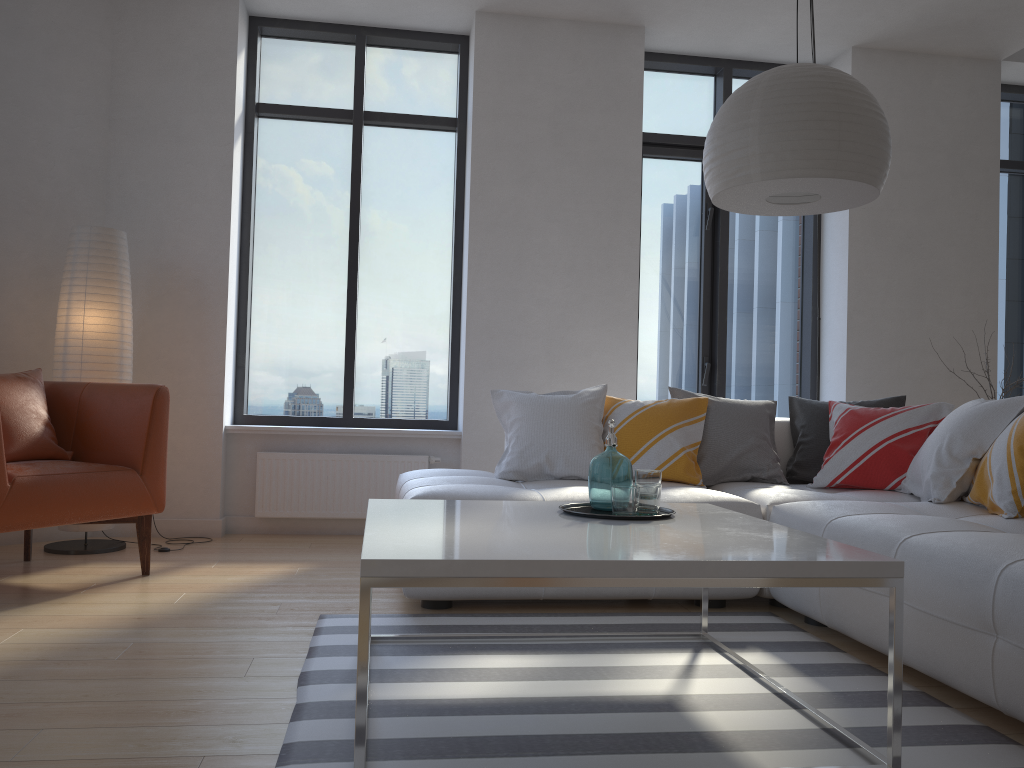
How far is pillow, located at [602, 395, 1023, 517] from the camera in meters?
2.9

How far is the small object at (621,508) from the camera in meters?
2.4

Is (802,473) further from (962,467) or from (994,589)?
(994,589)

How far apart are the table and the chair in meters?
1.4 m

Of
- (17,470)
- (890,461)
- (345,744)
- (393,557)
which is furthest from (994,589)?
(17,470)

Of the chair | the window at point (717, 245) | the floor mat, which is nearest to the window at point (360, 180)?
the window at point (717, 245)

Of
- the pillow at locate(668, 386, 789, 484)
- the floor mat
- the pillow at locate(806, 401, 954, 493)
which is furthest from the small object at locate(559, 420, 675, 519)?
the pillow at locate(806, 401, 954, 493)

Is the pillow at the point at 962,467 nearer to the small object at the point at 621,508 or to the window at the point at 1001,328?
the small object at the point at 621,508

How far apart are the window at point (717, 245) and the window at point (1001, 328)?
1.4 meters

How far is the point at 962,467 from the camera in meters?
3.2
